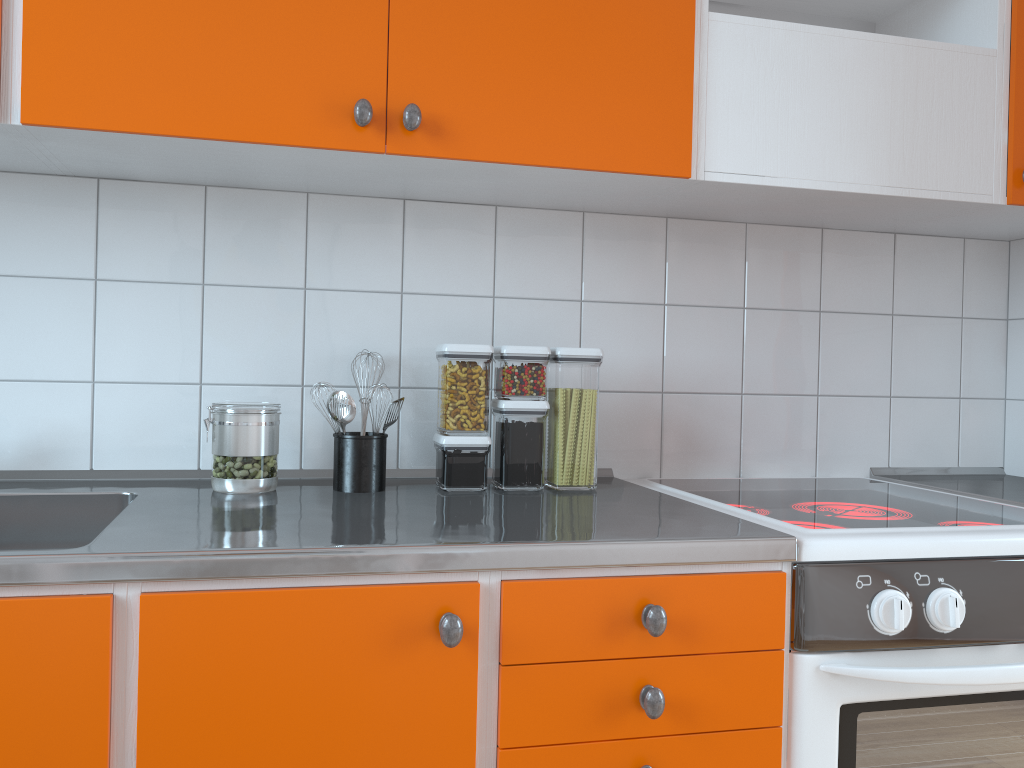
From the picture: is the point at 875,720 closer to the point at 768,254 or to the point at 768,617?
the point at 768,617

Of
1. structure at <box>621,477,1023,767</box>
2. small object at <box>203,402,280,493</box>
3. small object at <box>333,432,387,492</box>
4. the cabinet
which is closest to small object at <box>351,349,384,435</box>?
small object at <box>333,432,387,492</box>

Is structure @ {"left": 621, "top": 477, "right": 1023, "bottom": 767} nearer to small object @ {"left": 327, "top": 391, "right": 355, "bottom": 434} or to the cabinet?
the cabinet

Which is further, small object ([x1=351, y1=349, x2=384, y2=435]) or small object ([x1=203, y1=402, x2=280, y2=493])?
small object ([x1=351, y1=349, x2=384, y2=435])

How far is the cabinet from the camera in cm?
102

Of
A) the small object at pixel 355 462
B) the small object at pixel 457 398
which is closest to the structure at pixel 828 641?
the small object at pixel 457 398

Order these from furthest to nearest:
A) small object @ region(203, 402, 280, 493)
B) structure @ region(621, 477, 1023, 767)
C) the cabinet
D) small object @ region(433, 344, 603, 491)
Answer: small object @ region(433, 344, 603, 491)
small object @ region(203, 402, 280, 493)
structure @ region(621, 477, 1023, 767)
the cabinet

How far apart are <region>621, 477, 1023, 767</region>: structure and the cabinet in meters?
0.0

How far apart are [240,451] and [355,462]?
0.2 meters

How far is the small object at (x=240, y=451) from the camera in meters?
1.5 m
